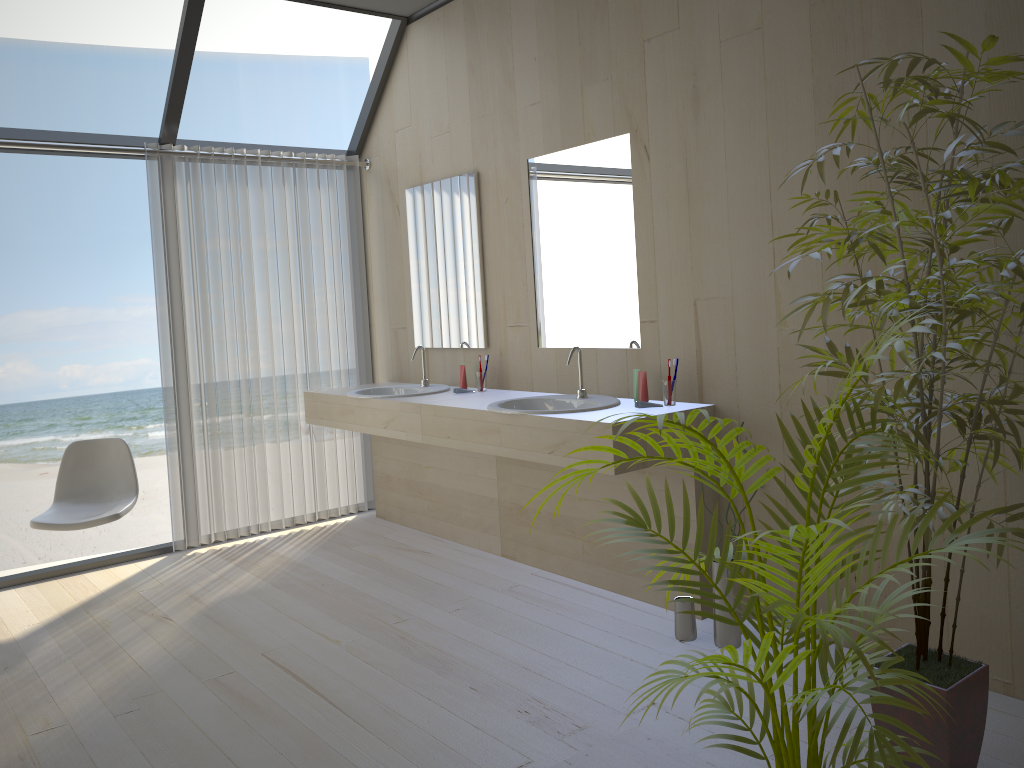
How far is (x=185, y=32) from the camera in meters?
4.1 m

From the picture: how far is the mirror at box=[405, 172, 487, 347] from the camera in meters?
4.4 m

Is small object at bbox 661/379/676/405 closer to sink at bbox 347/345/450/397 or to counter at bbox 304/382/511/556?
counter at bbox 304/382/511/556

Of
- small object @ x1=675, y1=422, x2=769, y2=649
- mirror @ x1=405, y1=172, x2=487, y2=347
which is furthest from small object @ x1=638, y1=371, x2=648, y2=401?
mirror @ x1=405, y1=172, x2=487, y2=347

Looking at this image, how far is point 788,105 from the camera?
2.91m

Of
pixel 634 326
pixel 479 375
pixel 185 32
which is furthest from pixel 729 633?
pixel 185 32

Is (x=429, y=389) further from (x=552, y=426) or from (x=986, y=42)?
(x=986, y=42)

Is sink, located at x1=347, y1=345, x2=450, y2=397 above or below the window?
below

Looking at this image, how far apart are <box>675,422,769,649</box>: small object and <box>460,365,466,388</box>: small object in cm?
166

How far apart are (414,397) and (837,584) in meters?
2.7
